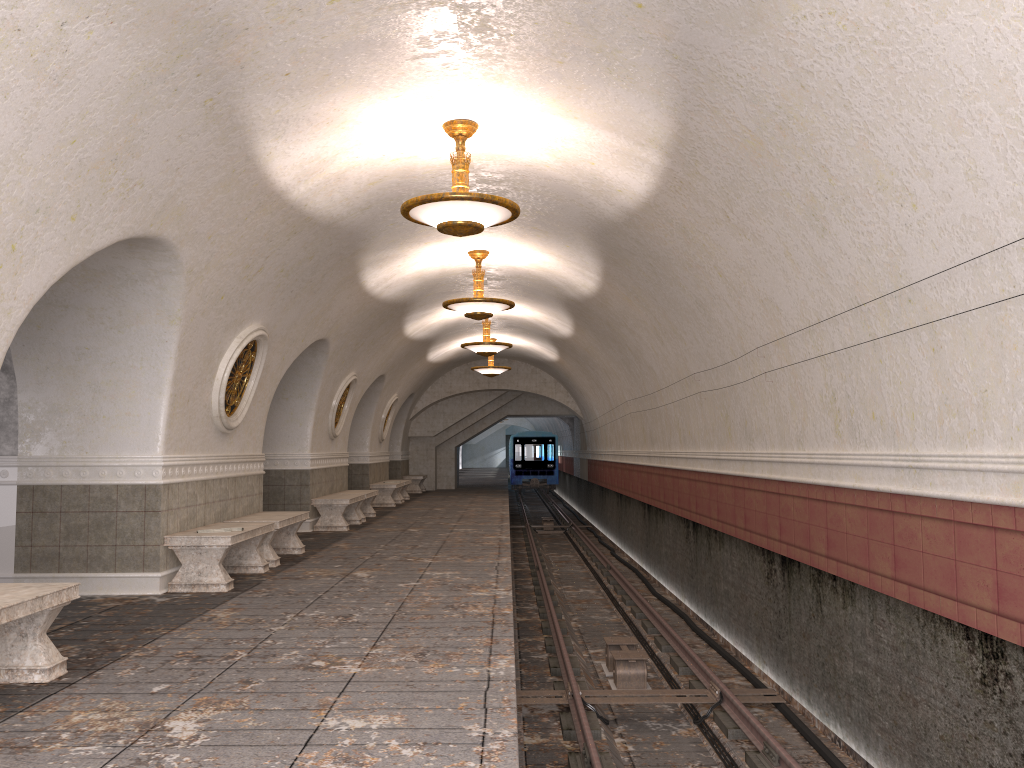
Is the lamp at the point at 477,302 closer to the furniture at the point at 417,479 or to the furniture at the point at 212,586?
the furniture at the point at 212,586

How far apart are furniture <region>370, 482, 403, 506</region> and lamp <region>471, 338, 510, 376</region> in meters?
3.5

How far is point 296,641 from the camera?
5.9m

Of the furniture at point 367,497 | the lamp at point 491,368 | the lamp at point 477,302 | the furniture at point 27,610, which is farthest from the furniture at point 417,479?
the furniture at point 27,610

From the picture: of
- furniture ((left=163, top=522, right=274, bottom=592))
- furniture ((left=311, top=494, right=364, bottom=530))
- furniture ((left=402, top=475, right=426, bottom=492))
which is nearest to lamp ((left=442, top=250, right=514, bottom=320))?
furniture ((left=311, top=494, right=364, bottom=530))

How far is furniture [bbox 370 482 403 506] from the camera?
19.9 meters

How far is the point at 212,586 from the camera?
7.96m

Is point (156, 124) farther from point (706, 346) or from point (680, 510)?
point (680, 510)

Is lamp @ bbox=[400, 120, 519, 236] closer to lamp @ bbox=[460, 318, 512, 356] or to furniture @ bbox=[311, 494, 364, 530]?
furniture @ bbox=[311, 494, 364, 530]

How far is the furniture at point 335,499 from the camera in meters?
14.0 m
